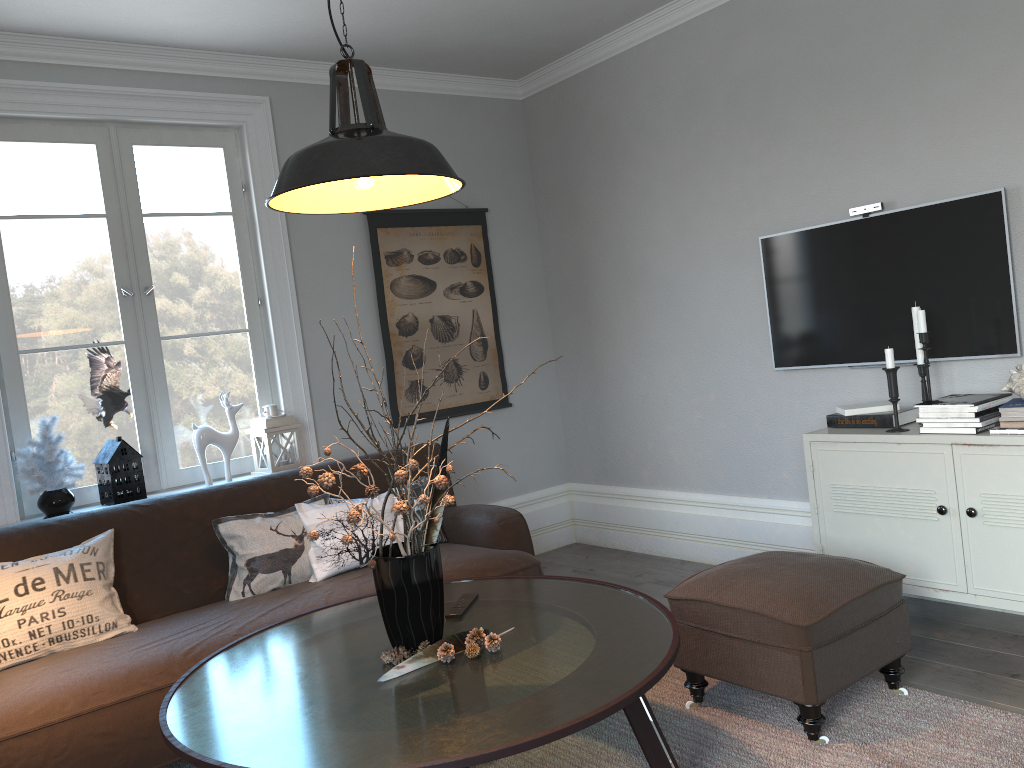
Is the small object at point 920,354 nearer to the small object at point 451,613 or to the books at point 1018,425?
the books at point 1018,425

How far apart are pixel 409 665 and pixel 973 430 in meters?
2.0

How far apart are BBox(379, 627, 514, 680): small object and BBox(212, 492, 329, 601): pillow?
1.23m

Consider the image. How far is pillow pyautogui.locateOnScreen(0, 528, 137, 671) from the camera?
2.8 meters

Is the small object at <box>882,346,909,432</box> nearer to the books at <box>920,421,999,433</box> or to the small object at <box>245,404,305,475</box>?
the books at <box>920,421,999,433</box>

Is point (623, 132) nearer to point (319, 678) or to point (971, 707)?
point (971, 707)

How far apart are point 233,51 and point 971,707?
3.9m

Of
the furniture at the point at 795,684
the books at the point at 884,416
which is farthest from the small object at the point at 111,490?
the books at the point at 884,416

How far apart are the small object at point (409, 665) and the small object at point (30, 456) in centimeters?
197cm

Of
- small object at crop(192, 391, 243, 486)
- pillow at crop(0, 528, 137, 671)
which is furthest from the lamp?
small object at crop(192, 391, 243, 486)
